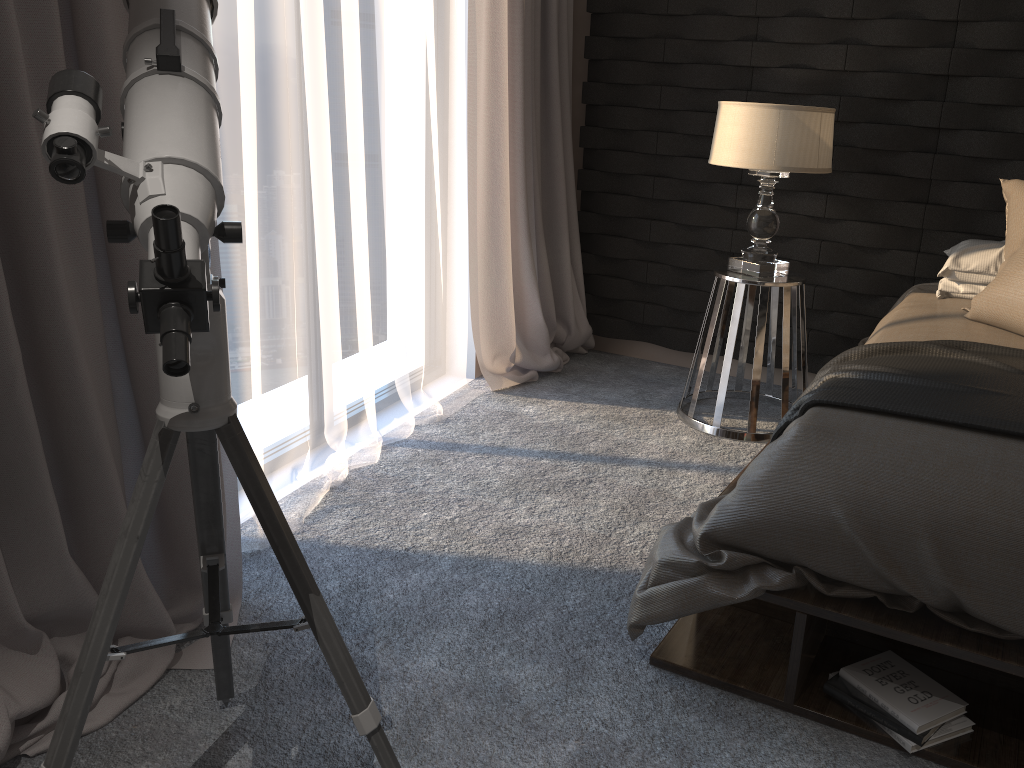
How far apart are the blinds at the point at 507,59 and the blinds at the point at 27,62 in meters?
1.5 m

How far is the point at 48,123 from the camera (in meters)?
0.83

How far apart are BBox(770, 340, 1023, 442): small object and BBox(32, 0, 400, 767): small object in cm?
114

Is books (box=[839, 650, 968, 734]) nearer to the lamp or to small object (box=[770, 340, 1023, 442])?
small object (box=[770, 340, 1023, 442])

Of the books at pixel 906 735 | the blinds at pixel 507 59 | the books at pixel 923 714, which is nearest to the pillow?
the books at pixel 923 714

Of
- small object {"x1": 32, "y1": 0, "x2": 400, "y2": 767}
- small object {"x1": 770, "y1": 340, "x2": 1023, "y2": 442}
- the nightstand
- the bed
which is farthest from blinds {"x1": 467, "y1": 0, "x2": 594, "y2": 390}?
small object {"x1": 32, "y1": 0, "x2": 400, "y2": 767}

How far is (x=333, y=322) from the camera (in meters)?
2.65

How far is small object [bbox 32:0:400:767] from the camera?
0.8m

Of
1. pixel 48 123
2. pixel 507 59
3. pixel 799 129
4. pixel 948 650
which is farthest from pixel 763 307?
pixel 48 123

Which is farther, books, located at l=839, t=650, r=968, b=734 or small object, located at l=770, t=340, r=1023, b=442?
small object, located at l=770, t=340, r=1023, b=442
